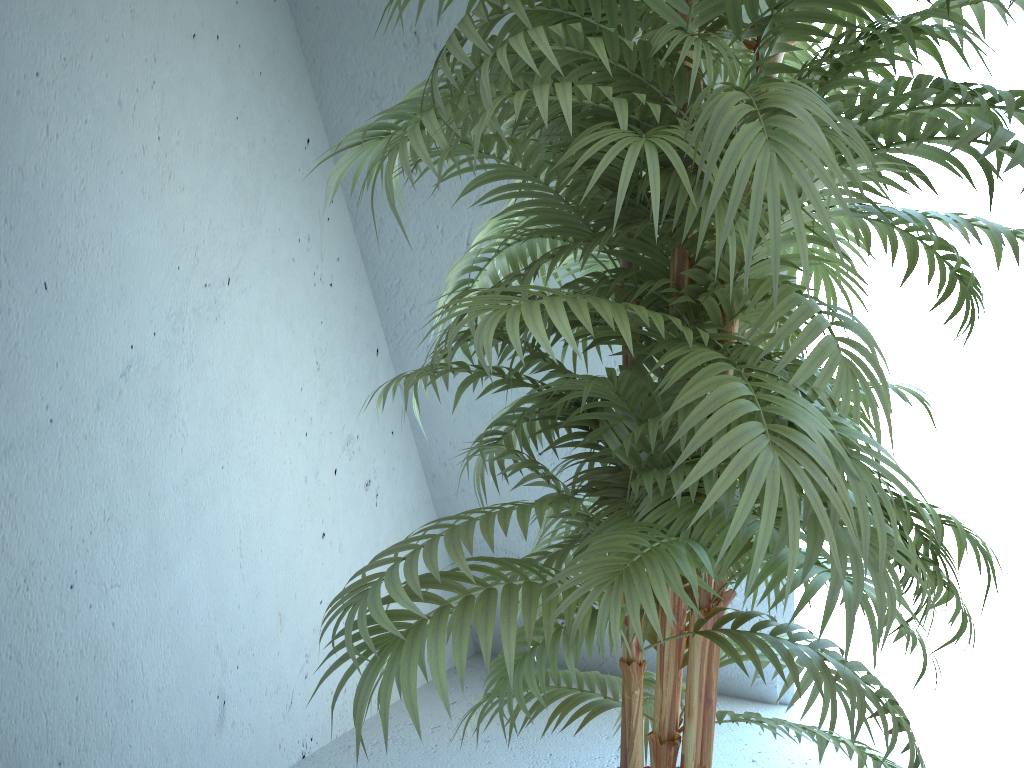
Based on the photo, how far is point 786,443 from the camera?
0.7 meters

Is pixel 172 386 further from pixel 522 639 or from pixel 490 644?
pixel 490 644

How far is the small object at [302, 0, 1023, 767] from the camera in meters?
0.7

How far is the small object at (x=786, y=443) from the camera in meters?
0.7
